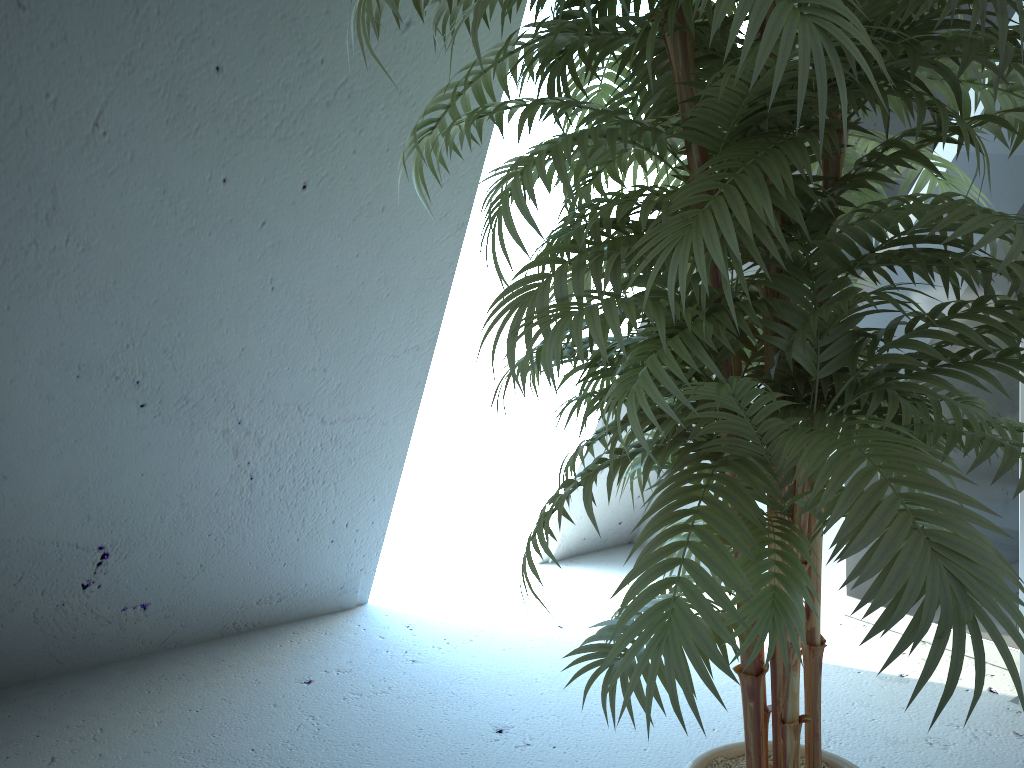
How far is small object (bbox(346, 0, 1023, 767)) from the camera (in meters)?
0.79

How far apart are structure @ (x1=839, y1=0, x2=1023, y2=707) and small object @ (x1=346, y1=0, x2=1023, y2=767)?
0.7m

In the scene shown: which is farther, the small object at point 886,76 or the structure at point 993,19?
the structure at point 993,19

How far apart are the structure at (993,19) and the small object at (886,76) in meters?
0.7 m

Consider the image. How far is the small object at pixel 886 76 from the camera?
0.79m

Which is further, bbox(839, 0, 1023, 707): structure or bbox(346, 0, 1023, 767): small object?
bbox(839, 0, 1023, 707): structure

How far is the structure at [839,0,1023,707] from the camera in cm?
208
